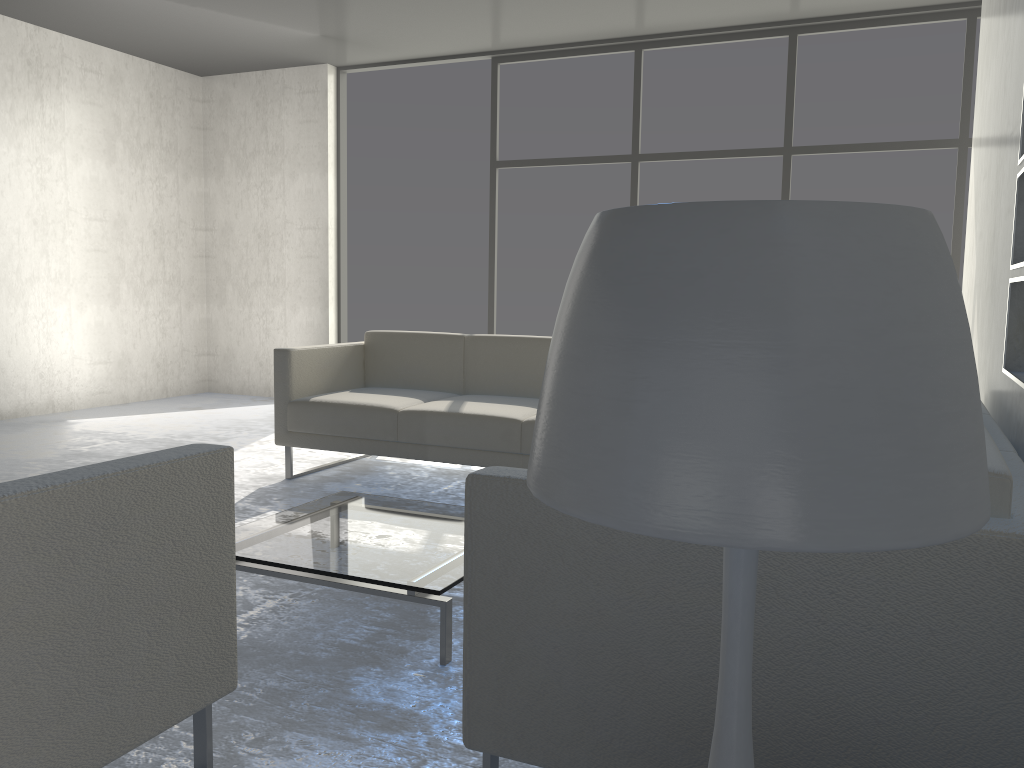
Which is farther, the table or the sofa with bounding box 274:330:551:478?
the sofa with bounding box 274:330:551:478

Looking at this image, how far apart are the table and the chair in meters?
0.5 m

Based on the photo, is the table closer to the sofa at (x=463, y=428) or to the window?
the sofa at (x=463, y=428)

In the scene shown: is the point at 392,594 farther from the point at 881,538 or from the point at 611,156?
the point at 611,156

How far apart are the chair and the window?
4.66m

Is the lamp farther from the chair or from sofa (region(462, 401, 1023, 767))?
the chair

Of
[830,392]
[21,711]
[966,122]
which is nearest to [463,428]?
[21,711]

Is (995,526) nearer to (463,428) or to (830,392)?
(830,392)

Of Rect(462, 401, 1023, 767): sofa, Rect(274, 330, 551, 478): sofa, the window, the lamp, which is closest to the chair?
Rect(462, 401, 1023, 767): sofa

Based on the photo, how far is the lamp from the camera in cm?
54
